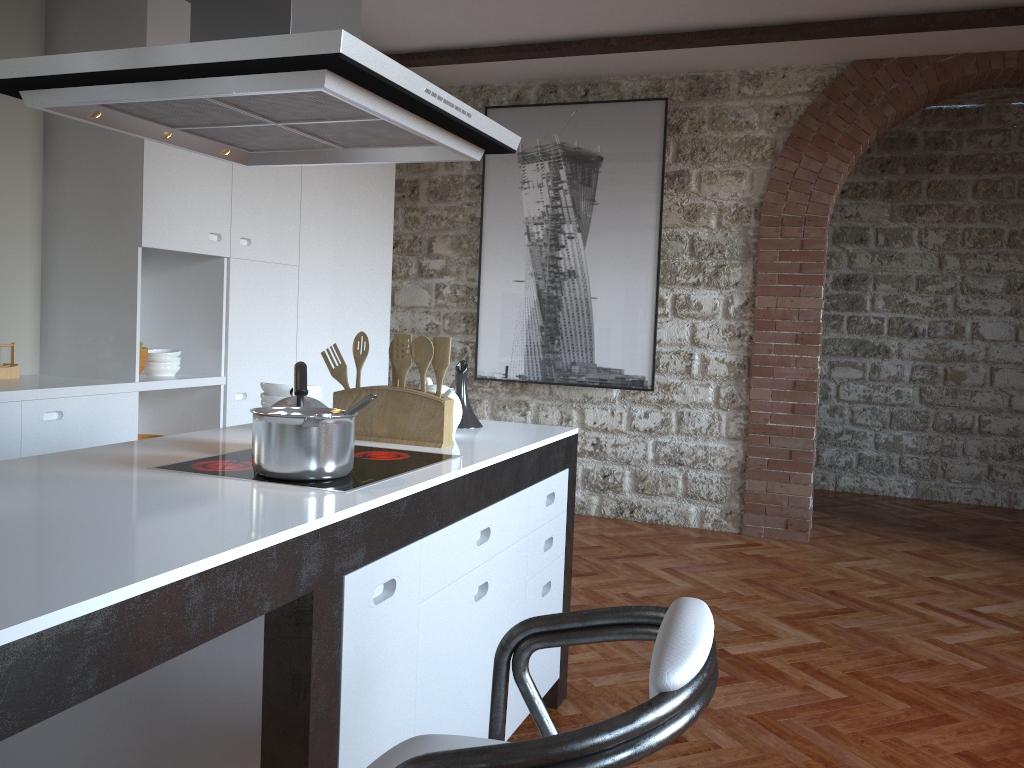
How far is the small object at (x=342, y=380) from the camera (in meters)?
2.58

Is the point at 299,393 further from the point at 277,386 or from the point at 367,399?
the point at 277,386

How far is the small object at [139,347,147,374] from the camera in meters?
4.2

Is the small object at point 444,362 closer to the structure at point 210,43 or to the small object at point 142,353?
the structure at point 210,43

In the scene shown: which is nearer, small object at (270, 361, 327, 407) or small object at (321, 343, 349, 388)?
small object at (270, 361, 327, 407)

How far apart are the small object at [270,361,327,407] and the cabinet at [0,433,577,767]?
0.4 meters

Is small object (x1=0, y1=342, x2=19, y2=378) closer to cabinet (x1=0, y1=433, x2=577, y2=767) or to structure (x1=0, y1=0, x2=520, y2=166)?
structure (x1=0, y1=0, x2=520, y2=166)

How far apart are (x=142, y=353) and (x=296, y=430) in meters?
2.7

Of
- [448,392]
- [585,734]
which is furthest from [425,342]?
[585,734]

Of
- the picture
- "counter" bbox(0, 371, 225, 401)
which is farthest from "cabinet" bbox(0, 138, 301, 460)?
the picture
